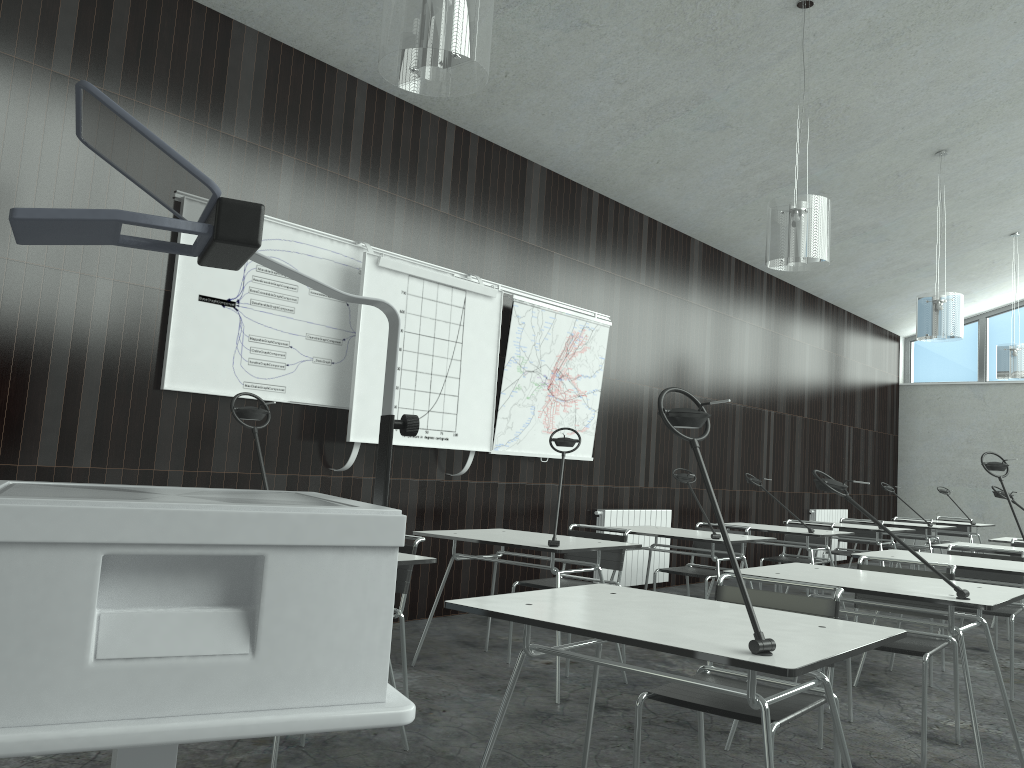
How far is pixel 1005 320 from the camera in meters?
12.5

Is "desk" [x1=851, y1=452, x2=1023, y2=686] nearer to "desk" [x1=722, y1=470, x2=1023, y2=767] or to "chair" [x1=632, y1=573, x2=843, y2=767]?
"desk" [x1=722, y1=470, x2=1023, y2=767]

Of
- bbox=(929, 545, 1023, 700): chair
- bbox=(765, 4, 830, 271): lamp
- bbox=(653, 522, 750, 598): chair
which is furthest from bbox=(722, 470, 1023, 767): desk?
bbox=(765, 4, 830, 271): lamp

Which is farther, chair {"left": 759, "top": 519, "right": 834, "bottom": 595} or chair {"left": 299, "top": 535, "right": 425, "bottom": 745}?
chair {"left": 759, "top": 519, "right": 834, "bottom": 595}

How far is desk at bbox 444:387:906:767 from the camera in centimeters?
176cm

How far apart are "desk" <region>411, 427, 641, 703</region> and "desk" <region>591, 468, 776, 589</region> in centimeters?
90cm

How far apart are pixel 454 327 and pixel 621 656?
2.30m

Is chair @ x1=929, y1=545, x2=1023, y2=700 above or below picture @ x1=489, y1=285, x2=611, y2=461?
below

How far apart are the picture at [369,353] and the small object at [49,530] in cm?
338

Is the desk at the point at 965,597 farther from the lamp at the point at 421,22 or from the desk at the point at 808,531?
the desk at the point at 808,531
